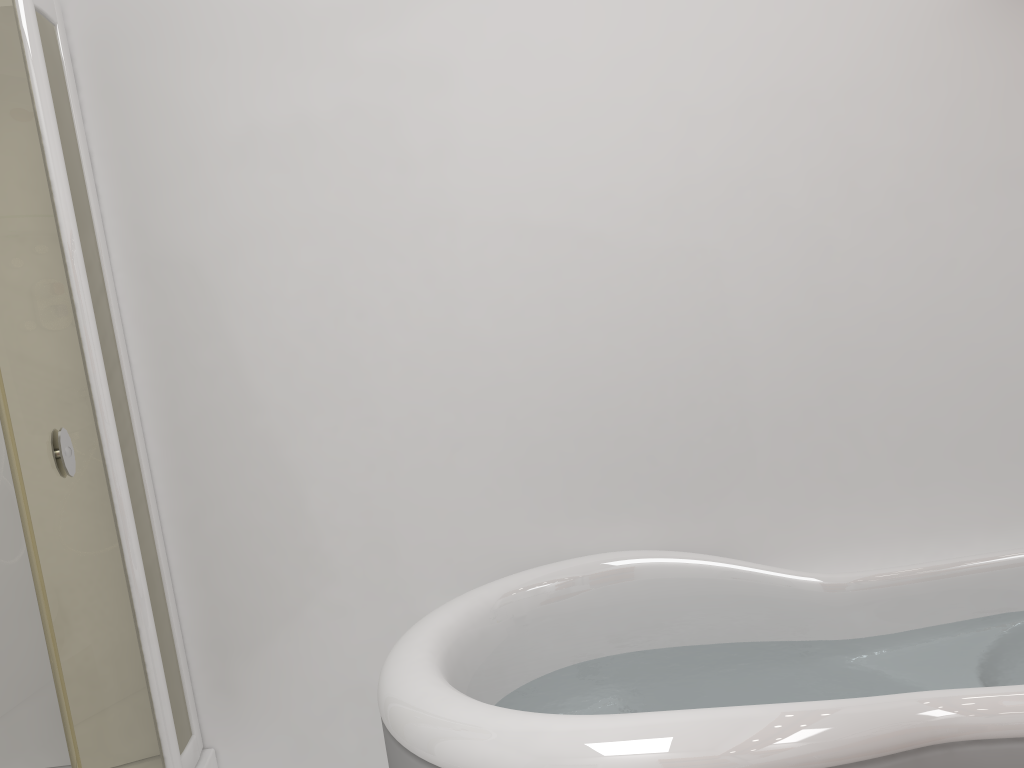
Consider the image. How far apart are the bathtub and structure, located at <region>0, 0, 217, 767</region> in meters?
0.7

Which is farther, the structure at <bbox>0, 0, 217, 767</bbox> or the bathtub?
the structure at <bbox>0, 0, 217, 767</bbox>

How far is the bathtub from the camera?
1.3 meters

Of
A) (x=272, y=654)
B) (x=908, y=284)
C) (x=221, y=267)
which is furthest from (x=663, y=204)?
(x=272, y=654)

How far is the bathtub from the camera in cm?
129

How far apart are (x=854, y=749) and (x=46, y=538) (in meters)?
1.60

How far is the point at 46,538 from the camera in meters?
1.9

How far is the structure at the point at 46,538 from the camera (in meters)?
1.86

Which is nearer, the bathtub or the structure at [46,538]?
the bathtub

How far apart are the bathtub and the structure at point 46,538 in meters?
0.7
